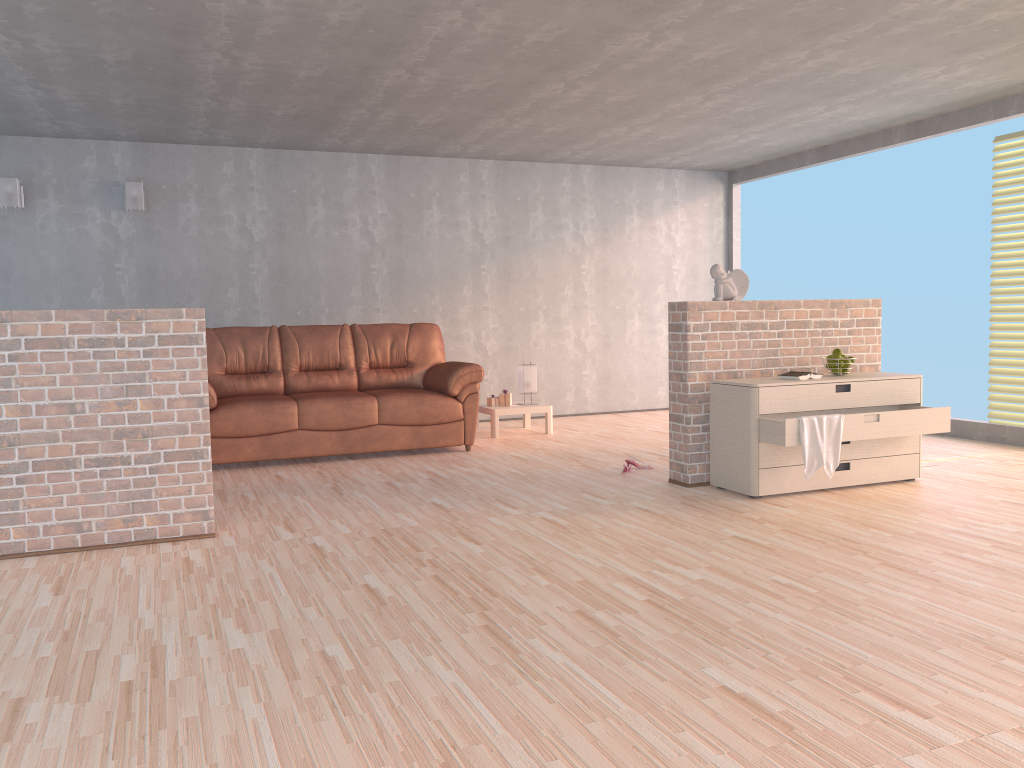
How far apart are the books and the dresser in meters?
0.1

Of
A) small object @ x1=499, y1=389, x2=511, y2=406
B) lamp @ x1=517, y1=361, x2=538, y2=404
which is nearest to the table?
small object @ x1=499, y1=389, x2=511, y2=406

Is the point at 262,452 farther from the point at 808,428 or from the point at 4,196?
the point at 808,428

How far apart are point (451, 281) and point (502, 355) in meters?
0.9 m

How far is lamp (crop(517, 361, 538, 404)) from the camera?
7.56m

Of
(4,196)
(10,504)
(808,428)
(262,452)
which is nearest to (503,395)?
(262,452)

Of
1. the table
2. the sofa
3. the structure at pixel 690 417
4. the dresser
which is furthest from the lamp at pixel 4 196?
the dresser

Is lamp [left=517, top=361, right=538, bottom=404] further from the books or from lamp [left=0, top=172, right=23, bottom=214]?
lamp [left=0, top=172, right=23, bottom=214]

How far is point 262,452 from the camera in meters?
6.0 m

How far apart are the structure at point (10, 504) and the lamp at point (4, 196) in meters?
3.6
